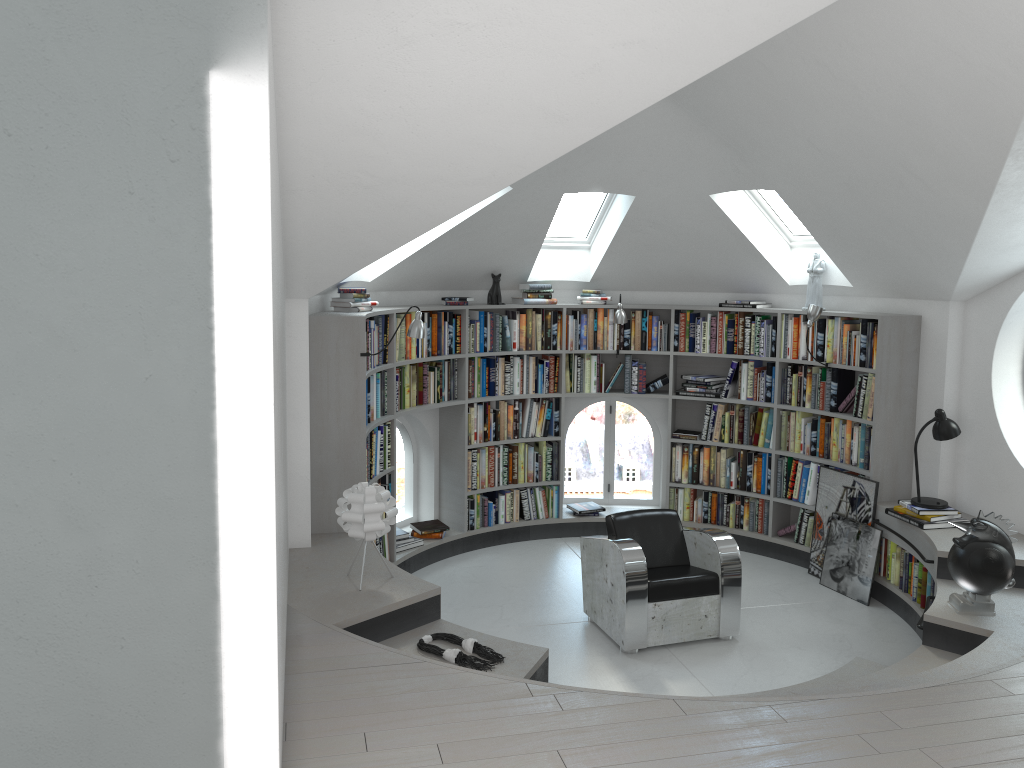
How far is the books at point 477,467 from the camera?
7.46m

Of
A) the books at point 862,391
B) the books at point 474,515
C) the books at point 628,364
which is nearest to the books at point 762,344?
the books at point 862,391

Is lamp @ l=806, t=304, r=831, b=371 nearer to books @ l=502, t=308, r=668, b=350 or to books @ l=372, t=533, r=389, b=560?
books @ l=502, t=308, r=668, b=350

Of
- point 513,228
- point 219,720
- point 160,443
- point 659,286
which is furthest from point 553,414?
point 160,443

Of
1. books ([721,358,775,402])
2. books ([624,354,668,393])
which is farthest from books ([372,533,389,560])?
books ([721,358,775,402])

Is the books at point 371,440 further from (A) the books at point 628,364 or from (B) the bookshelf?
(A) the books at point 628,364

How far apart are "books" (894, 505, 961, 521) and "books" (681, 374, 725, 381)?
2.0m

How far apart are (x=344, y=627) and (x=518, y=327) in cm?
377

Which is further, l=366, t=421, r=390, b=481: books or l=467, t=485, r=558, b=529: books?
l=467, t=485, r=558, b=529: books

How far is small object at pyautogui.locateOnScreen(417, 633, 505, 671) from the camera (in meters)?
4.18
